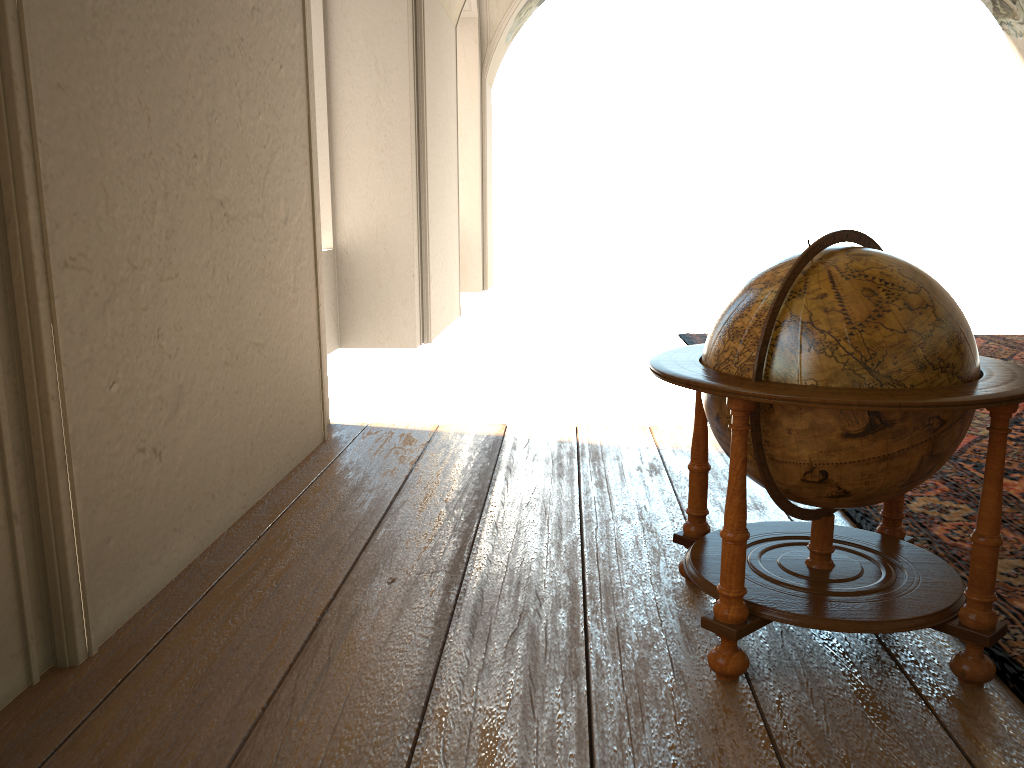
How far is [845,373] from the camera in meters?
2.7 m

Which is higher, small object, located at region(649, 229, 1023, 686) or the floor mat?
small object, located at region(649, 229, 1023, 686)

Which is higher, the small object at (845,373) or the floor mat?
the small object at (845,373)

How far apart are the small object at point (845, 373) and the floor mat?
0.1m

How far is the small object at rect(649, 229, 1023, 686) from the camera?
2.7m

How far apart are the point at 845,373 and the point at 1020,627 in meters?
1.3

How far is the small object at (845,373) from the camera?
2.7 meters

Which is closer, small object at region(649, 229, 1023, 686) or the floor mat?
small object at region(649, 229, 1023, 686)

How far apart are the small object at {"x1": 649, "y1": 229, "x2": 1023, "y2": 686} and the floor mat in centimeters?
8cm
